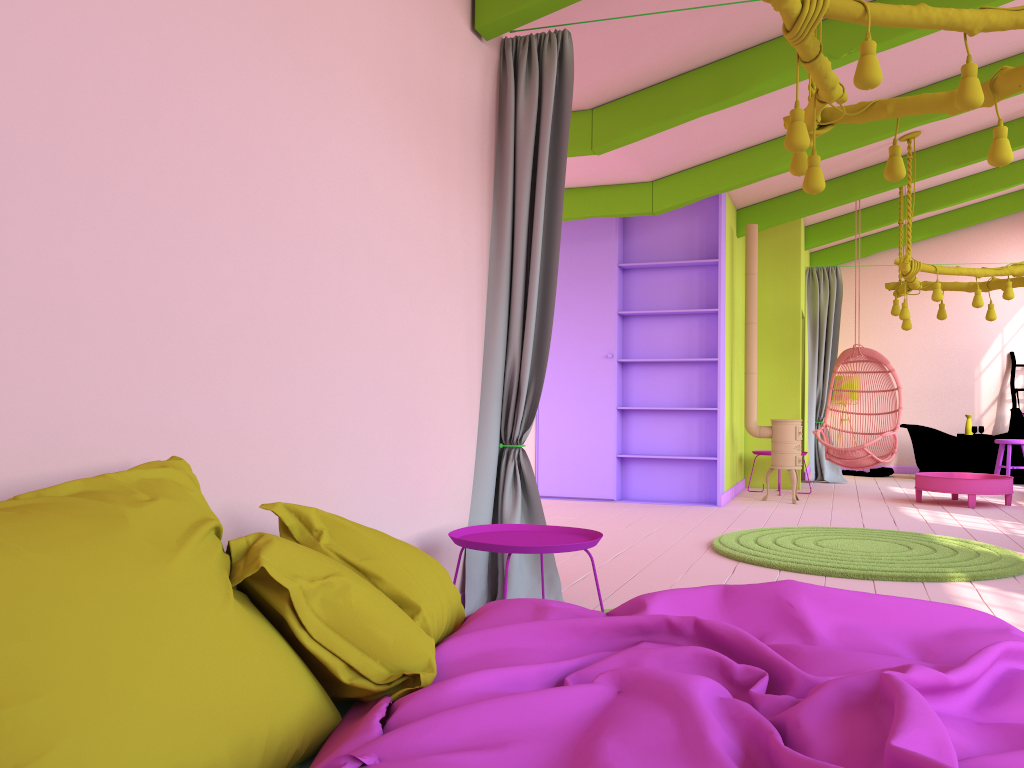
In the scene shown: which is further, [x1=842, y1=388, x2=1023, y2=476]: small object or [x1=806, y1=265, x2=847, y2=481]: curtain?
[x1=842, y1=388, x2=1023, y2=476]: small object

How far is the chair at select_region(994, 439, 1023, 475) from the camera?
10.3m

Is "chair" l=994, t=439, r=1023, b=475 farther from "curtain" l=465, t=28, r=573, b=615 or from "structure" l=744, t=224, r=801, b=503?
"curtain" l=465, t=28, r=573, b=615

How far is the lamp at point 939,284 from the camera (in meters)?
8.20

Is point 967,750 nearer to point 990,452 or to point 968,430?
point 990,452

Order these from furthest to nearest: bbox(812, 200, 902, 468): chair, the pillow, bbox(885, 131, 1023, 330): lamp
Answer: bbox(812, 200, 902, 468): chair < bbox(885, 131, 1023, 330): lamp < the pillow

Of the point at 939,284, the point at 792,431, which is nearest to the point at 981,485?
the point at 792,431

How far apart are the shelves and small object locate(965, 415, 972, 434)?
5.00m

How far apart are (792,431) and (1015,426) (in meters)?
5.16

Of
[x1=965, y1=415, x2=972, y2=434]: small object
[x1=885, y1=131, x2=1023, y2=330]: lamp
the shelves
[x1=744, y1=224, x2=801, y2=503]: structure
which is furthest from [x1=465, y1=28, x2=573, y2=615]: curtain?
[x1=965, y1=415, x2=972, y2=434]: small object
